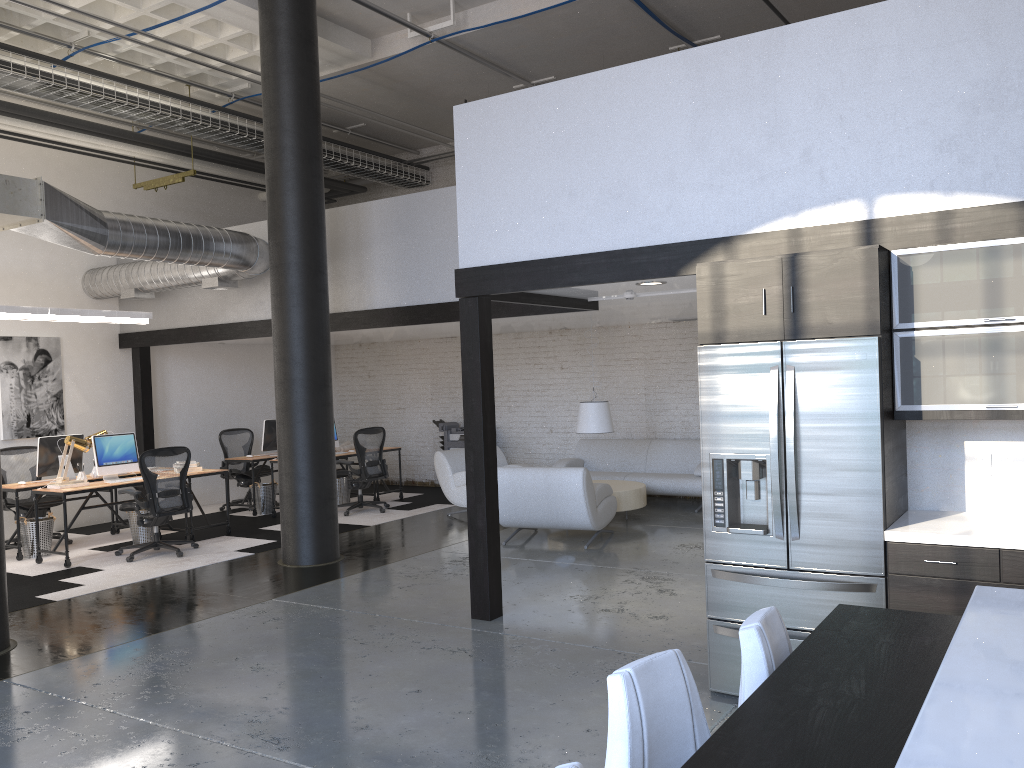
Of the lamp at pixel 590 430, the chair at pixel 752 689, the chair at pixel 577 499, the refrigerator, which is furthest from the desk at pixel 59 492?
the chair at pixel 752 689

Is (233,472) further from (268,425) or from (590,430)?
(590,430)

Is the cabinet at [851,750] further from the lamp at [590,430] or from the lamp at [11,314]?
the lamp at [11,314]

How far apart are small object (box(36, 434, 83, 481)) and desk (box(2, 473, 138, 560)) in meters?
0.2

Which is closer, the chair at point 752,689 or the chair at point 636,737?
the chair at point 636,737

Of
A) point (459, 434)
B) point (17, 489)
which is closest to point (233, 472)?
point (459, 434)

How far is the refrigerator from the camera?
4.0m

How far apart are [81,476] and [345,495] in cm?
366

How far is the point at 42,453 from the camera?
9.1m

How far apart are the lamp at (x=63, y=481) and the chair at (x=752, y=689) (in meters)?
7.89
